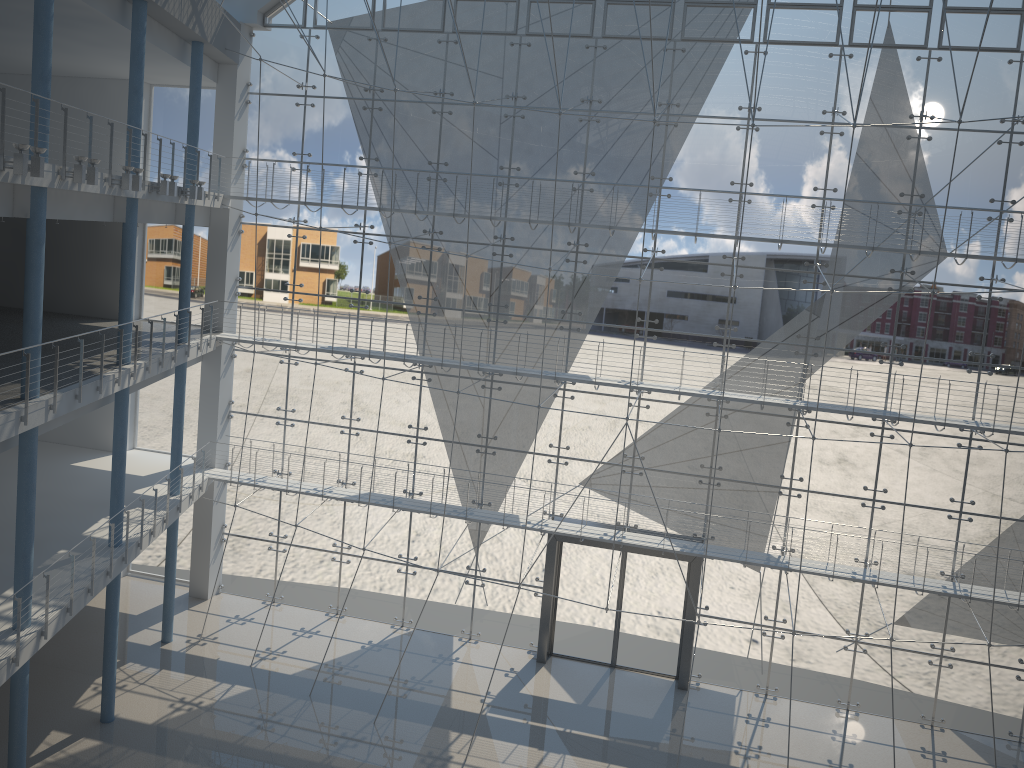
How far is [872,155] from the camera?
2.8 meters

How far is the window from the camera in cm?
282

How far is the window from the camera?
2.82m
